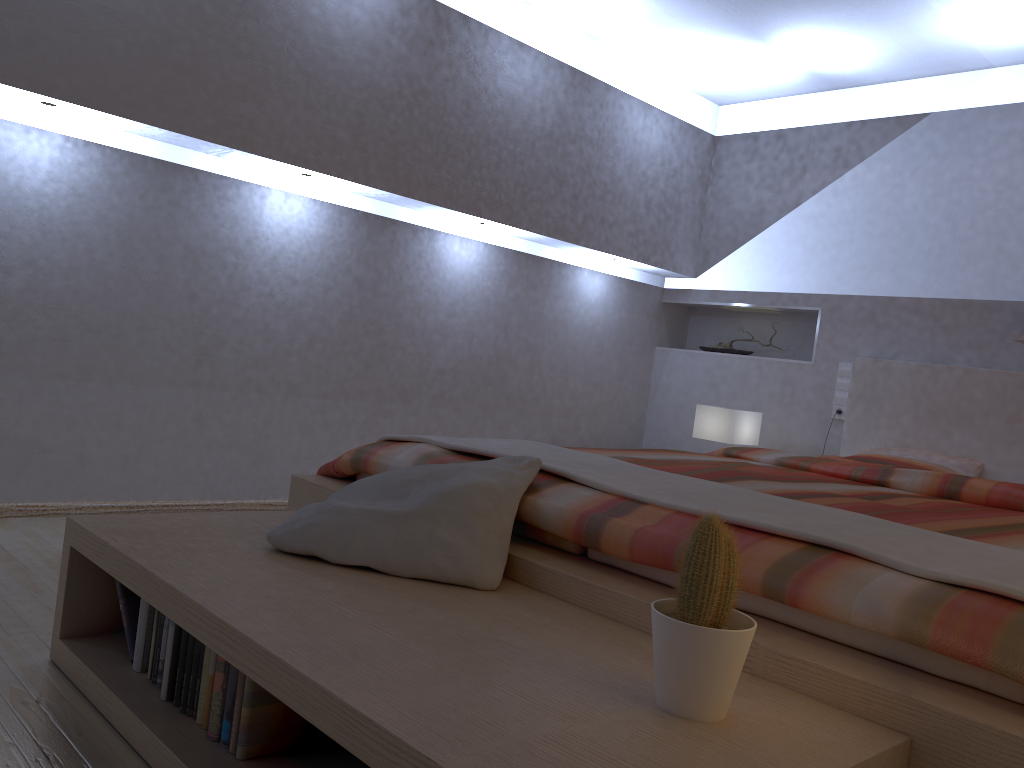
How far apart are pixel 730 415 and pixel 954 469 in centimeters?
100cm

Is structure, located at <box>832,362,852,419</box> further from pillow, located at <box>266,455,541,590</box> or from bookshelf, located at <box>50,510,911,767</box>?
bookshelf, located at <box>50,510,911,767</box>

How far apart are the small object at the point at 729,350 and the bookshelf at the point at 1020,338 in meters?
1.6

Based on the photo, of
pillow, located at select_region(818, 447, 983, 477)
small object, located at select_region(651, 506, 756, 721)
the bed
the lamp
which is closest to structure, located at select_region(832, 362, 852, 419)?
the bed

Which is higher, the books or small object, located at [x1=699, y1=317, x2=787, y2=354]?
small object, located at [x1=699, y1=317, x2=787, y2=354]

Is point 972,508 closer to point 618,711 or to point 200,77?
point 618,711

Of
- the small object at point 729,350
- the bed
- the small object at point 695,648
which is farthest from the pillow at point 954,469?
the small object at point 695,648

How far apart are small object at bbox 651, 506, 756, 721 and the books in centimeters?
63cm

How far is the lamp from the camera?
4.3 meters

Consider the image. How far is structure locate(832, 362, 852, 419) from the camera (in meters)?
4.46
